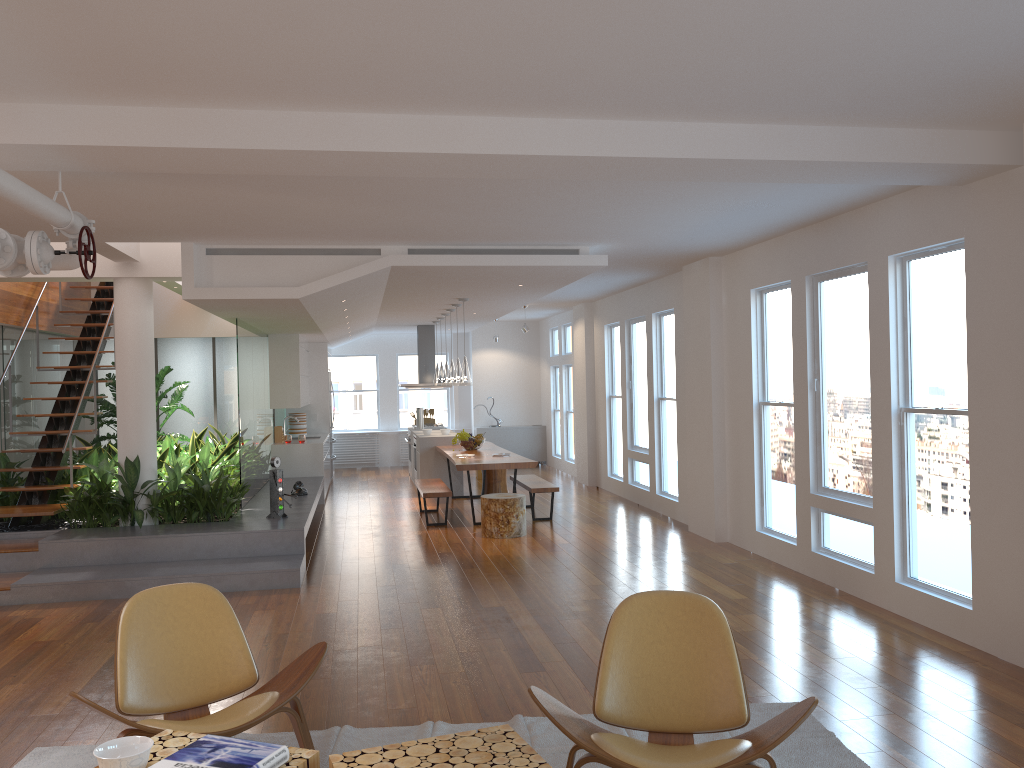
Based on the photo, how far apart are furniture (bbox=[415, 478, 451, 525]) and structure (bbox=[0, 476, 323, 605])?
1.1m

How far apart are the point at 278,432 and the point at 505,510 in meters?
4.5

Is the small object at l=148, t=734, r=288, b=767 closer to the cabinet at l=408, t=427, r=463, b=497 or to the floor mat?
the floor mat

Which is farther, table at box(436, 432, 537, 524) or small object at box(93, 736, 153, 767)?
table at box(436, 432, 537, 524)

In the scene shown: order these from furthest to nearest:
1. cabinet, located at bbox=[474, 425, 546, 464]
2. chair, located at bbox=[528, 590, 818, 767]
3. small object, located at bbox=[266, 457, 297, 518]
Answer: cabinet, located at bbox=[474, 425, 546, 464]
small object, located at bbox=[266, 457, 297, 518]
chair, located at bbox=[528, 590, 818, 767]

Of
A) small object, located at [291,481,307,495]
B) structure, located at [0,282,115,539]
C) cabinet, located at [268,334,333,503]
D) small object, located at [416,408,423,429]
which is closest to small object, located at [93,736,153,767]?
structure, located at [0,282,115,539]

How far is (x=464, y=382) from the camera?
10.0m

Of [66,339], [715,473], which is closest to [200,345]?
[66,339]

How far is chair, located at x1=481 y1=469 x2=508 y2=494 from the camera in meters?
12.1

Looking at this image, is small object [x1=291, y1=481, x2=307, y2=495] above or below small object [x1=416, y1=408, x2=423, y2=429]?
below
